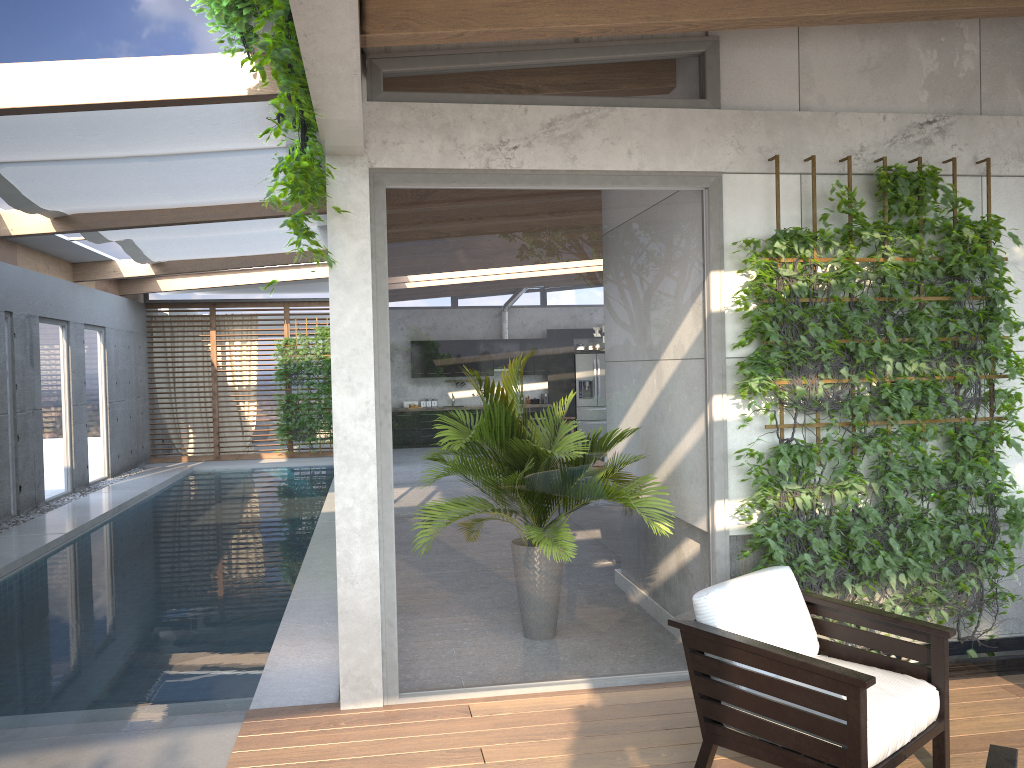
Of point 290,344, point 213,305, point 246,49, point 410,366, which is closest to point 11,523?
point 290,344

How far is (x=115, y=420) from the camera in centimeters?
1486cm

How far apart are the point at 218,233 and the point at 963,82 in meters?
8.5

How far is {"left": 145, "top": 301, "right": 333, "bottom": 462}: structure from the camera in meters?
17.2

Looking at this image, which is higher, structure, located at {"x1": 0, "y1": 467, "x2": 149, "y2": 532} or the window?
the window

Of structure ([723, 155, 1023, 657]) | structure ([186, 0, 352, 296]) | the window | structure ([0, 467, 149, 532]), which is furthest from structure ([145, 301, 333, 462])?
structure ([723, 155, 1023, 657])

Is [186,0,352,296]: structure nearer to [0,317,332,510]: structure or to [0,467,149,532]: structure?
[0,467,149,532]: structure

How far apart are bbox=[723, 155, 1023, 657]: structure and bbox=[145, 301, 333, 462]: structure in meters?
14.0

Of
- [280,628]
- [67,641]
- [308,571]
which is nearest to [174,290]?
[308,571]

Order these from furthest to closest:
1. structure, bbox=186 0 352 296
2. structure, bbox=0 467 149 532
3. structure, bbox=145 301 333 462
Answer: structure, bbox=145 301 333 462 → structure, bbox=0 467 149 532 → structure, bbox=186 0 352 296
